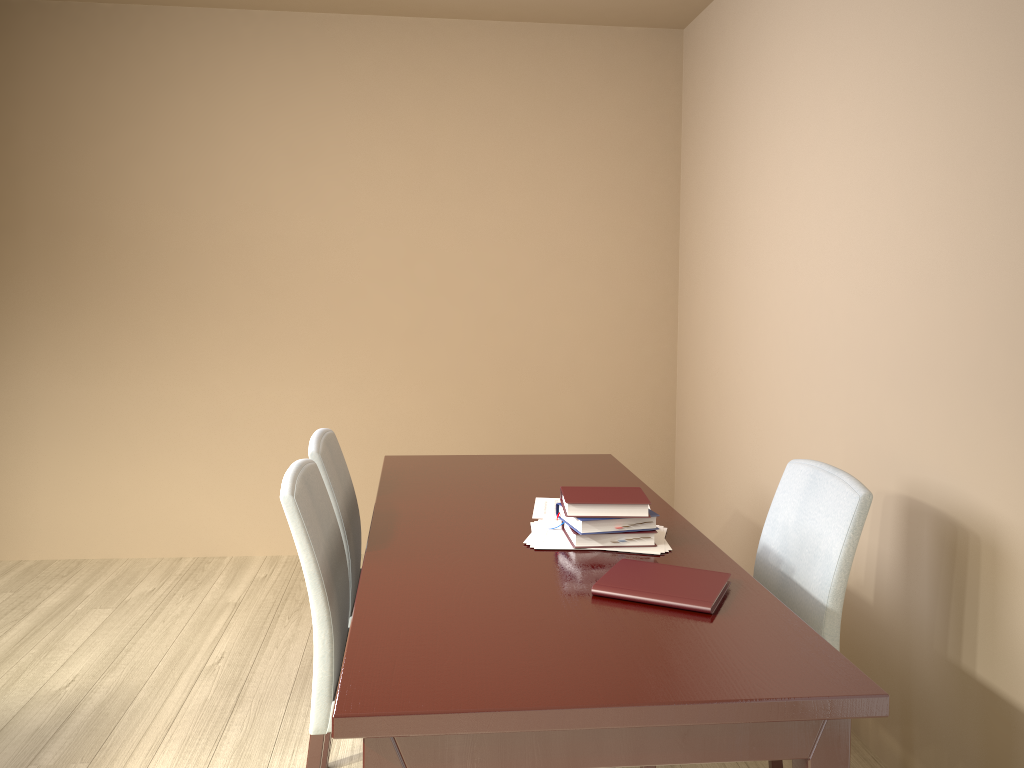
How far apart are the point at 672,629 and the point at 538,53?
3.2m

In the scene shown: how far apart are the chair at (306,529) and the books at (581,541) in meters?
0.5 m

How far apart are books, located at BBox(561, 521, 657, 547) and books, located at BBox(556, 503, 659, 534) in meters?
0.0

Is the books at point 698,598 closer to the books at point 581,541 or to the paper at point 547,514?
the books at point 581,541

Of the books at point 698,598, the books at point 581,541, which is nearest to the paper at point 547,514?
the books at point 581,541

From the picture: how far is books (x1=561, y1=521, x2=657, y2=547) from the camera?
1.89m

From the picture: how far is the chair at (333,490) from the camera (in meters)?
2.24

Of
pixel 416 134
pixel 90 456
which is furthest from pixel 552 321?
pixel 90 456

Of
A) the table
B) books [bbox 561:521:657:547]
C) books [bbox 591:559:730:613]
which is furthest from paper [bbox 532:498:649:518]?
books [bbox 591:559:730:613]

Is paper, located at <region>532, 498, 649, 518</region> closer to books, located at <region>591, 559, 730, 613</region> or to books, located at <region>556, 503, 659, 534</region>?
books, located at <region>556, 503, 659, 534</region>
